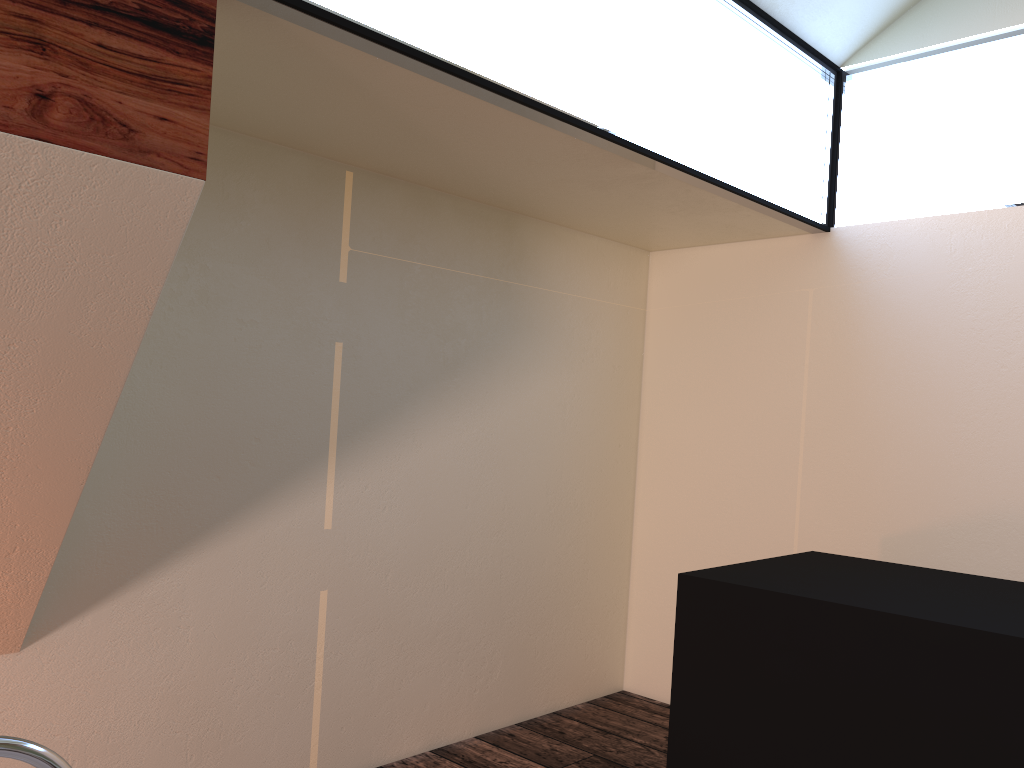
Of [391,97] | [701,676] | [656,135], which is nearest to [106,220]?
[391,97]

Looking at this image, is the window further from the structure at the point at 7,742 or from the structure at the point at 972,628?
the structure at the point at 7,742

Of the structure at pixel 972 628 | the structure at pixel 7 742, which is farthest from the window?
the structure at pixel 7 742

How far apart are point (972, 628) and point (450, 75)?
1.6 meters

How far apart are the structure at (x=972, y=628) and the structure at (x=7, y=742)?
1.64m

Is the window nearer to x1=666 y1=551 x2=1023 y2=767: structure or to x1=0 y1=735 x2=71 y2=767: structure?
x1=666 y1=551 x2=1023 y2=767: structure

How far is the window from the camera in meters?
2.0 m

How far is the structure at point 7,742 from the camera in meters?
0.9

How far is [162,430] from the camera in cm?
232

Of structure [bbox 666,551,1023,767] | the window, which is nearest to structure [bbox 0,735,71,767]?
the window
